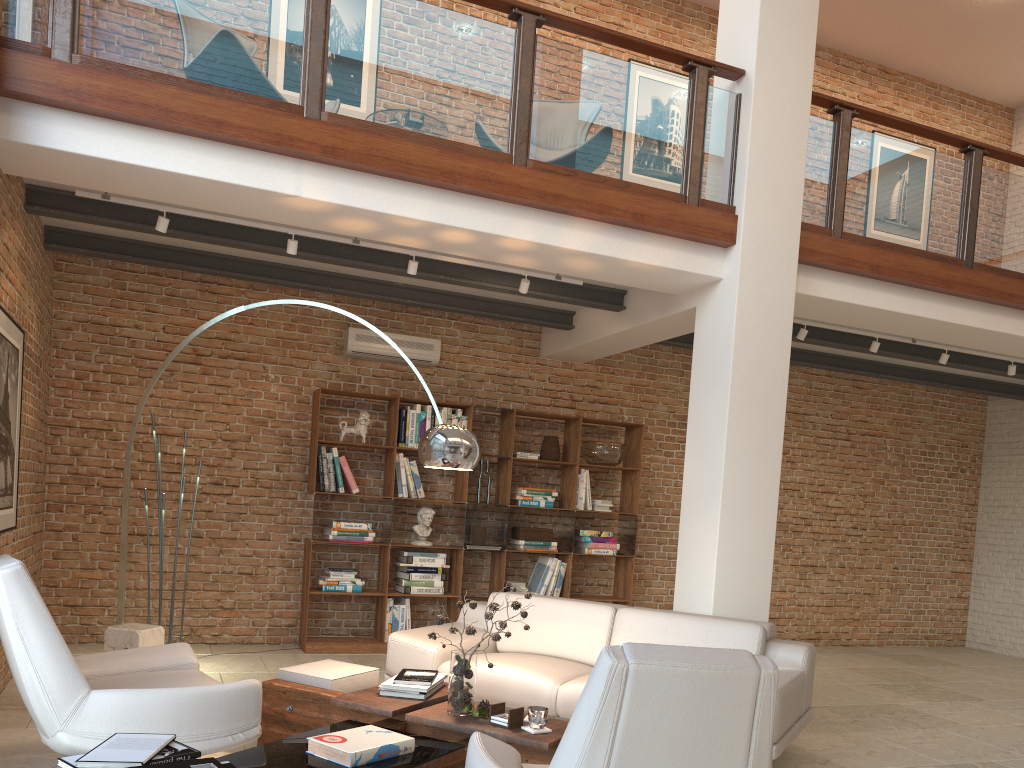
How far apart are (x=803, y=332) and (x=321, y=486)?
4.1 meters

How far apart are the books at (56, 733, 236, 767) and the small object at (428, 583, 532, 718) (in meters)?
1.37

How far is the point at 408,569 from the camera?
7.34m

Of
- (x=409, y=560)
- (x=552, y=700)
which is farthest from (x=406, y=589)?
(x=552, y=700)

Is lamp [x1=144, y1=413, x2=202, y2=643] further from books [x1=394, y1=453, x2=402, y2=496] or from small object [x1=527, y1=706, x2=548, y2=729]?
small object [x1=527, y1=706, x2=548, y2=729]

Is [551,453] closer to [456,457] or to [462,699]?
[456,457]

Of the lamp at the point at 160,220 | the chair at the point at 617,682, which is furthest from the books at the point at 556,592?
the chair at the point at 617,682

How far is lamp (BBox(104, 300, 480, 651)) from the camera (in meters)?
4.27

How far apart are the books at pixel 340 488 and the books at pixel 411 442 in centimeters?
66cm

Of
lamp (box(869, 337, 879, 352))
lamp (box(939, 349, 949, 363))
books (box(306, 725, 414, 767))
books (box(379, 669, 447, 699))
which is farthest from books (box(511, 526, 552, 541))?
books (box(306, 725, 414, 767))
